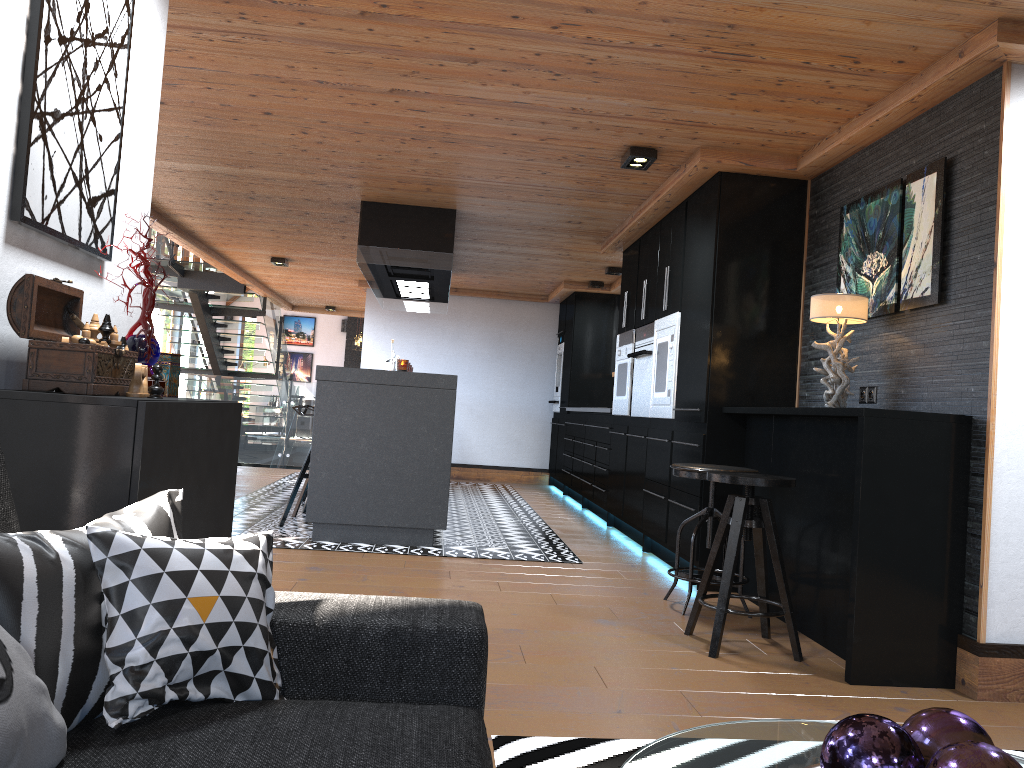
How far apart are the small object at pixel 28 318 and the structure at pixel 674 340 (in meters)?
3.83

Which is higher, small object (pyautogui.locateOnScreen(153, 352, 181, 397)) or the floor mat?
small object (pyautogui.locateOnScreen(153, 352, 181, 397))

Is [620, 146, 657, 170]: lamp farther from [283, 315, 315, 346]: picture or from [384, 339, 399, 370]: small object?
[283, 315, 315, 346]: picture

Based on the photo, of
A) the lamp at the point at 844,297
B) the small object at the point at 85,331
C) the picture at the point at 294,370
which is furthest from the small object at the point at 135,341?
the picture at the point at 294,370

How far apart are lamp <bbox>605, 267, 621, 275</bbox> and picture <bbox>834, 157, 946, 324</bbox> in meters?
4.3 m

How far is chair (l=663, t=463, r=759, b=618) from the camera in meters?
4.2

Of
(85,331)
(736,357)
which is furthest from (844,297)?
(85,331)

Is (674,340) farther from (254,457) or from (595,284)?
(254,457)

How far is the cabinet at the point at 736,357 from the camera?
4.9m

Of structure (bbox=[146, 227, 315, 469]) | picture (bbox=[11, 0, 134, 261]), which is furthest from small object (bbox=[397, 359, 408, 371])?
structure (bbox=[146, 227, 315, 469])
